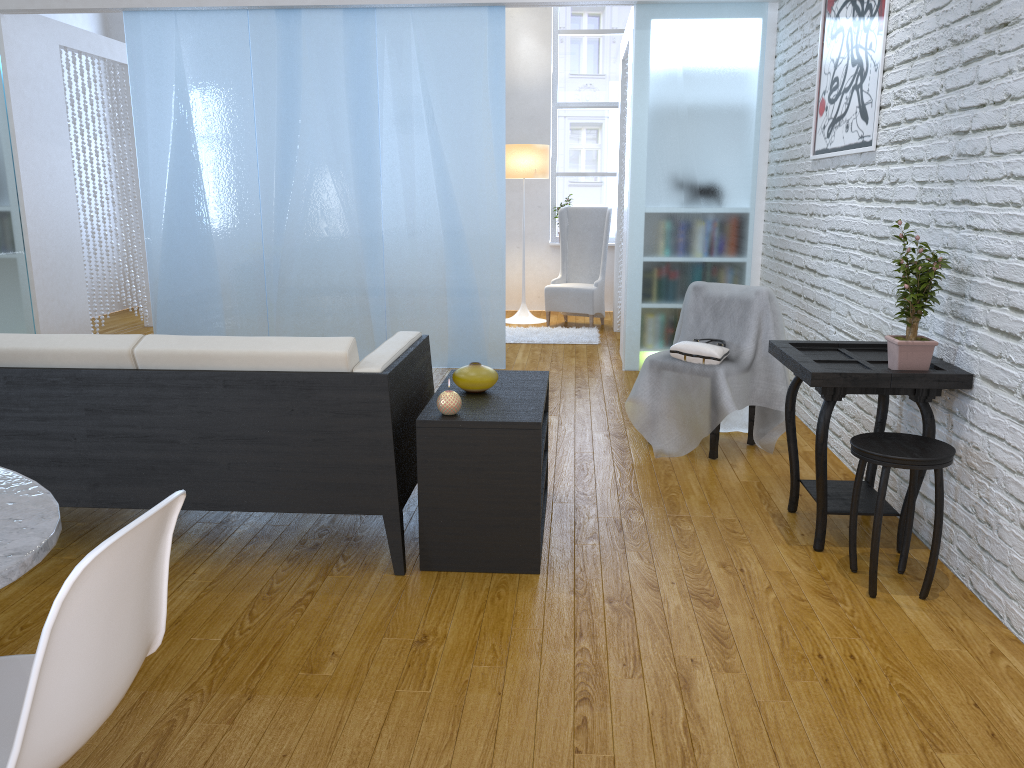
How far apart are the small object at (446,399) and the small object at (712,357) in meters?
1.4

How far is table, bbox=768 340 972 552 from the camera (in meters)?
2.47

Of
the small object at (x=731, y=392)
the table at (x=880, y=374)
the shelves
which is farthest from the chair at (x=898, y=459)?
the small object at (x=731, y=392)

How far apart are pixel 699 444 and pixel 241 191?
3.3 meters

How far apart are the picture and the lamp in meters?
3.3 m

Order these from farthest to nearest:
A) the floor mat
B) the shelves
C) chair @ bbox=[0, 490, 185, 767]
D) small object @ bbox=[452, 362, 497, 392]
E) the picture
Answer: the floor mat
the picture
small object @ bbox=[452, 362, 497, 392]
the shelves
chair @ bbox=[0, 490, 185, 767]

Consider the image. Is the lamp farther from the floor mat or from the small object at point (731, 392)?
the small object at point (731, 392)

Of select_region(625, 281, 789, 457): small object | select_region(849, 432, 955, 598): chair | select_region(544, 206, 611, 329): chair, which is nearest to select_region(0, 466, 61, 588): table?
select_region(849, 432, 955, 598): chair

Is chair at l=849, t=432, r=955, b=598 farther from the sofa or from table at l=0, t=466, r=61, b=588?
table at l=0, t=466, r=61, b=588

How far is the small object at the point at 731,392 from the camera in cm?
359
